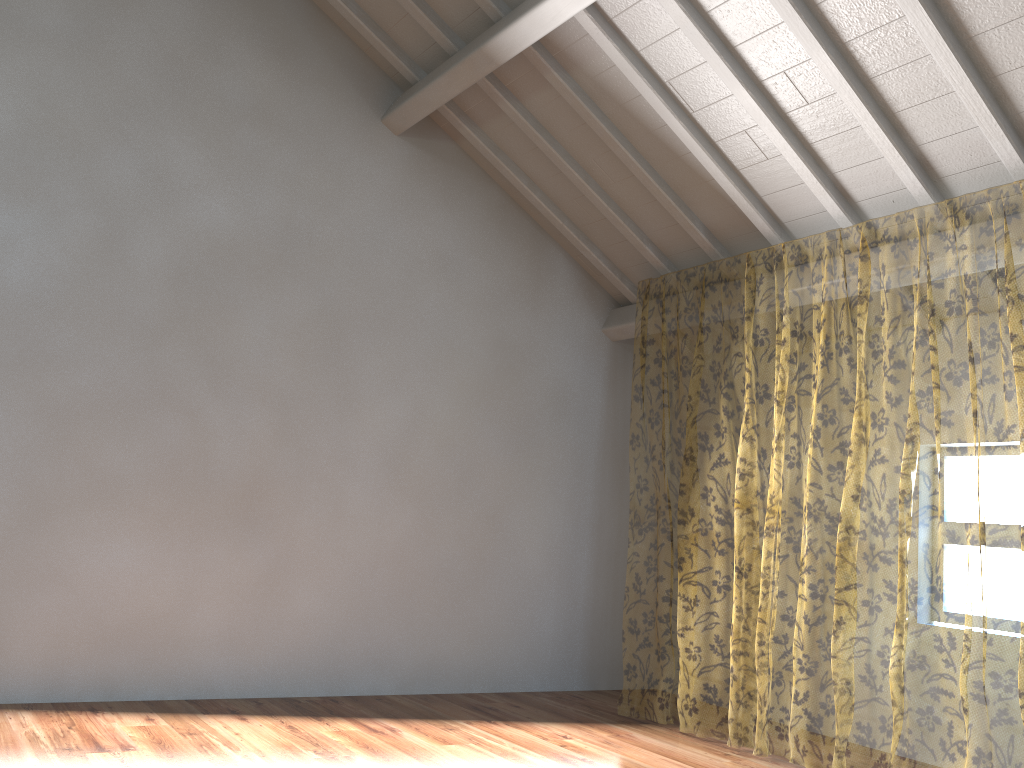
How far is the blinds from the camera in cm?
1099

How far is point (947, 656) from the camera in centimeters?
1099cm

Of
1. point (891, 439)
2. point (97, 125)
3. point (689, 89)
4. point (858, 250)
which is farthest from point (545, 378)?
point (858, 250)

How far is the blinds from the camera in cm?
1099
